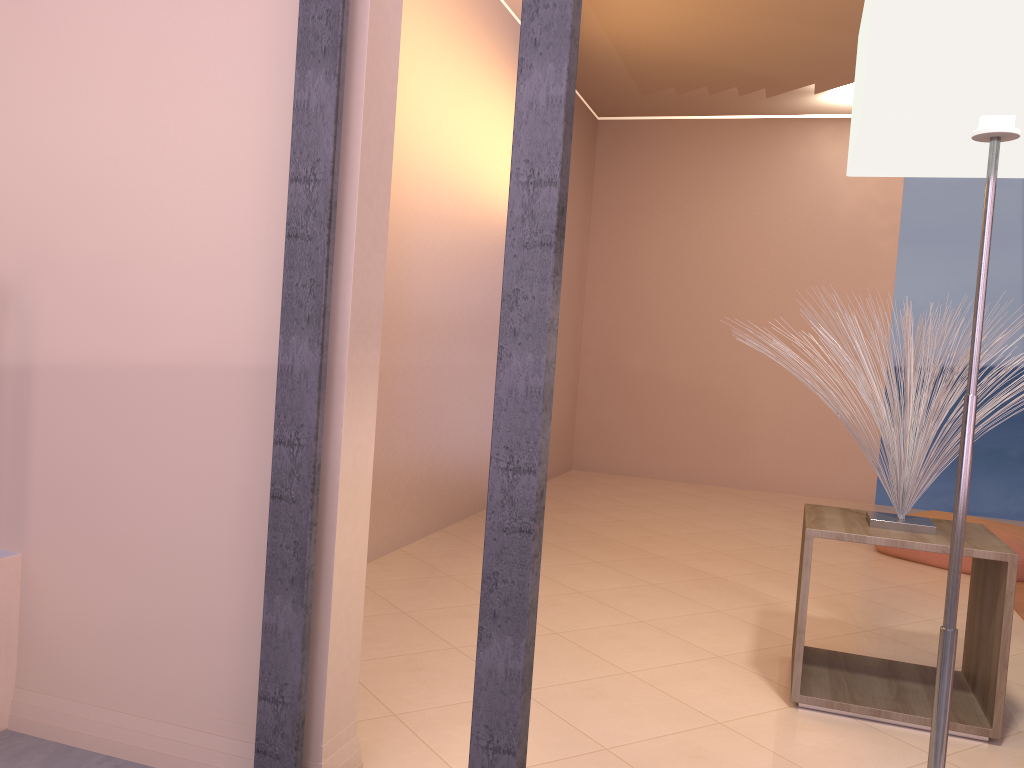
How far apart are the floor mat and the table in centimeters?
104cm

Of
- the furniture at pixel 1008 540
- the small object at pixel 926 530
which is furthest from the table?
the furniture at pixel 1008 540

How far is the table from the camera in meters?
2.1 m

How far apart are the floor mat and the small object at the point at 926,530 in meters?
1.3 m

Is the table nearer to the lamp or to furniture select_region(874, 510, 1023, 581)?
the lamp

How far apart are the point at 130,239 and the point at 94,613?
0.7 meters

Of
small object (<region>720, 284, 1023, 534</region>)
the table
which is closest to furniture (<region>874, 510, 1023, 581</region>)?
the table

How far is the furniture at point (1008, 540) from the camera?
3.8 meters

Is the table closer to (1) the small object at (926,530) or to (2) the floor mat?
(1) the small object at (926,530)

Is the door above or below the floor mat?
above
